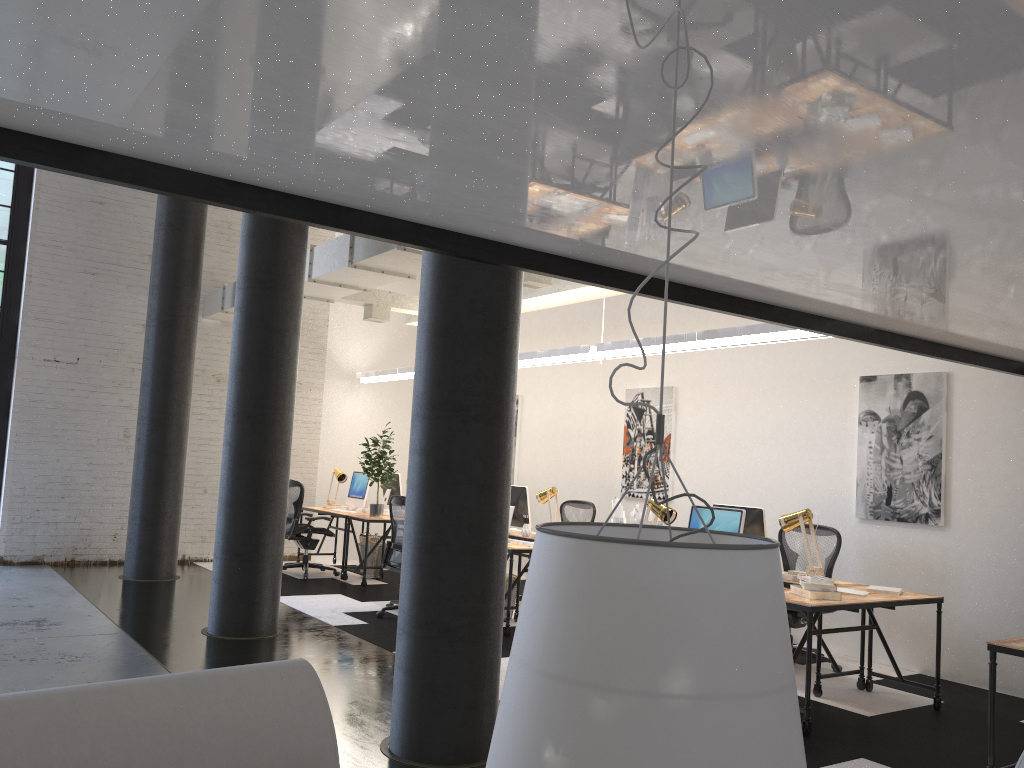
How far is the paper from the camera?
7.5m

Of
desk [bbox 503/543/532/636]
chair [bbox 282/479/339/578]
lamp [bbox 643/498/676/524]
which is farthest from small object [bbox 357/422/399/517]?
lamp [bbox 643/498/676/524]

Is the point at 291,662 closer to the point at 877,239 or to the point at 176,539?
the point at 877,239

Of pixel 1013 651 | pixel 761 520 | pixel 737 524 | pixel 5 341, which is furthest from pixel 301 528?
pixel 1013 651

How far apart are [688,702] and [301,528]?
9.4m

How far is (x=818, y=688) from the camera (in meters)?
5.84

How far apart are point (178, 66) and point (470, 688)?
3.1 meters

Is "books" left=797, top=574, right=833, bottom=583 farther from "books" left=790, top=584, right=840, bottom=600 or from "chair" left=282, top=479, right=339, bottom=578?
"chair" left=282, top=479, right=339, bottom=578

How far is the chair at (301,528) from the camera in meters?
9.9 m

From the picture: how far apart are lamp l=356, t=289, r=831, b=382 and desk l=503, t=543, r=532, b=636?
1.8 meters
